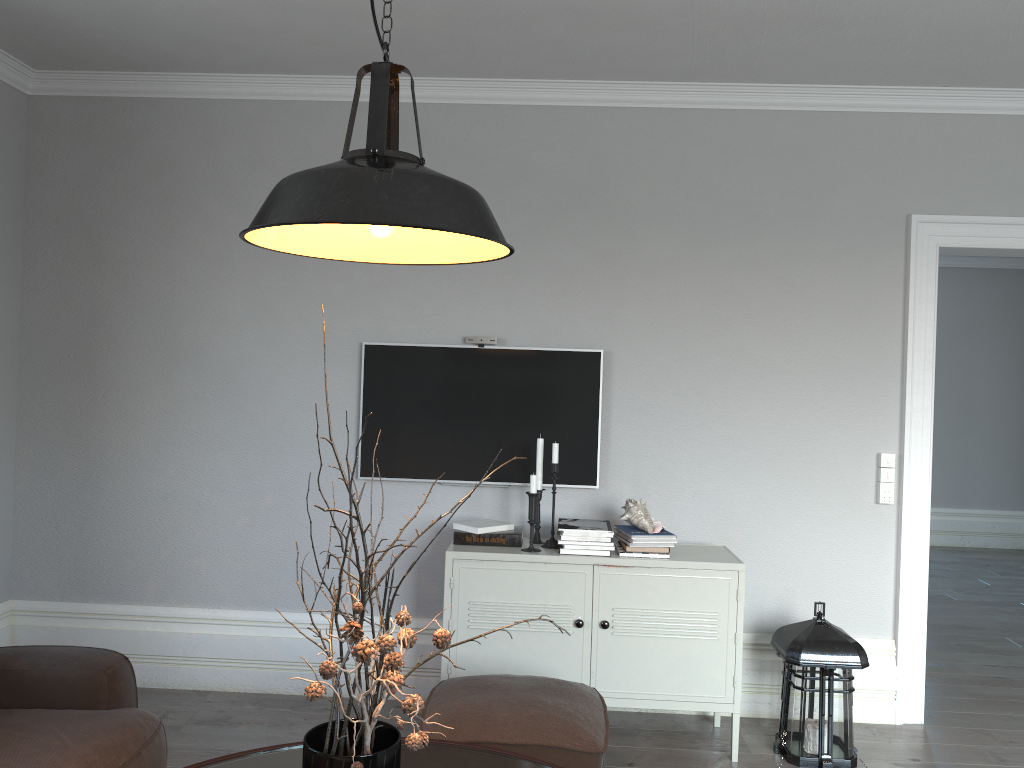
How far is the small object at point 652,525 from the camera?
3.5 meters

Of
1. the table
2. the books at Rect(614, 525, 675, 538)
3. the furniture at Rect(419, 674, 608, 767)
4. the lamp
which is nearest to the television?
the books at Rect(614, 525, 675, 538)

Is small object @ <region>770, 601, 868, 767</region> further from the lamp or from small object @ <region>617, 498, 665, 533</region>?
the lamp

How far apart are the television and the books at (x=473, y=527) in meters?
0.2 m

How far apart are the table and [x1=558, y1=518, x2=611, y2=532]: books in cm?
130

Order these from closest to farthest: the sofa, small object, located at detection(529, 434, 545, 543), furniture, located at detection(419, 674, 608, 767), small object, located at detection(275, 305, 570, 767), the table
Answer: small object, located at detection(275, 305, 570, 767) → the table → the sofa → furniture, located at detection(419, 674, 608, 767) → small object, located at detection(529, 434, 545, 543)

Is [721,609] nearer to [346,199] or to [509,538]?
[509,538]

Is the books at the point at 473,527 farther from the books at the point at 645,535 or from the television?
the books at the point at 645,535

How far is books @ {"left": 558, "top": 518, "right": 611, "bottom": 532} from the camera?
3.5 meters

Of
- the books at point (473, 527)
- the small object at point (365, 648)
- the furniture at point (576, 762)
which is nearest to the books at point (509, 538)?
the books at point (473, 527)
